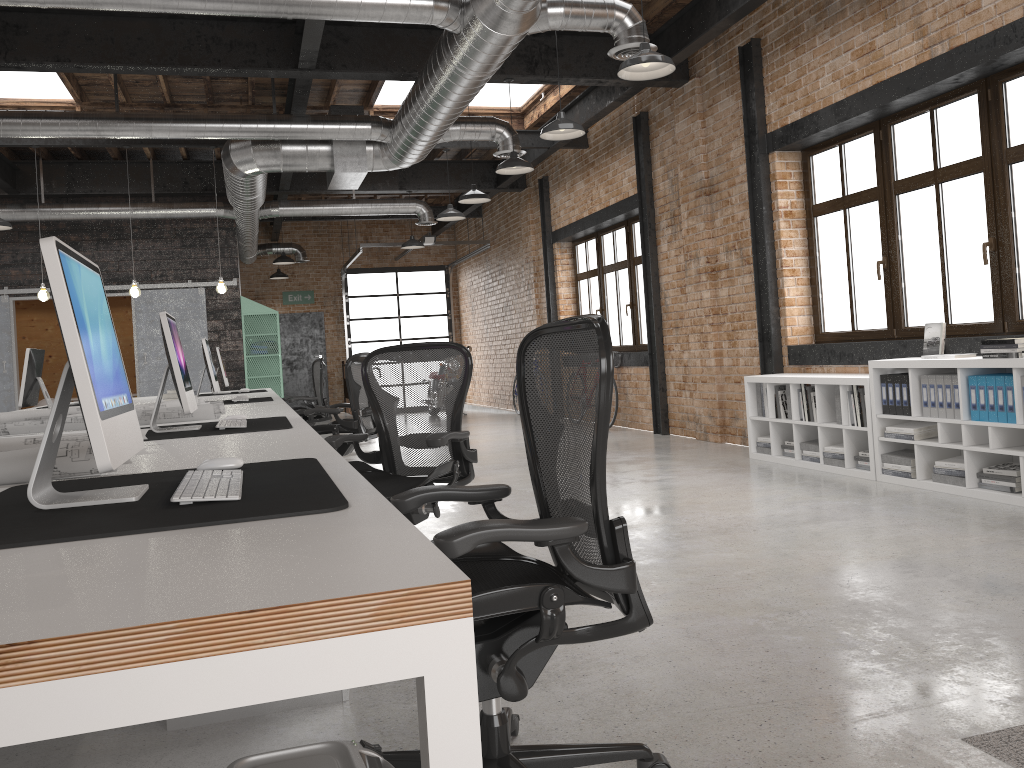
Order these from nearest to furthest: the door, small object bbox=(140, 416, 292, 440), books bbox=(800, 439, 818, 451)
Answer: small object bbox=(140, 416, 292, 440) < books bbox=(800, 439, 818, 451) < the door

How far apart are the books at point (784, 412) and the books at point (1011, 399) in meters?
2.2 m

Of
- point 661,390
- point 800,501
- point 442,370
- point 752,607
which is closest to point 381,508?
point 752,607

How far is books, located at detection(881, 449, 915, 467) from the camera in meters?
5.6 m

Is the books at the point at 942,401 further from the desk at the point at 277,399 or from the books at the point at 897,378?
the desk at the point at 277,399

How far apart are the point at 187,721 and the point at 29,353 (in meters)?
4.53

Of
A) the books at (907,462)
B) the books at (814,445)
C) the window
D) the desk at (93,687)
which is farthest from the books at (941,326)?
the desk at (93,687)

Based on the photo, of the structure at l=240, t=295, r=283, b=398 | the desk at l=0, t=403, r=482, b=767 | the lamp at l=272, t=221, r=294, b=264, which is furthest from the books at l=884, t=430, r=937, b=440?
the lamp at l=272, t=221, r=294, b=264

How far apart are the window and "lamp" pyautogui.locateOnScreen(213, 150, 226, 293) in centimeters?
480cm

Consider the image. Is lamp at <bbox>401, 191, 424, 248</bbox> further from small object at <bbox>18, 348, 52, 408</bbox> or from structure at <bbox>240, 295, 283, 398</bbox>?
small object at <bbox>18, 348, 52, 408</bbox>
